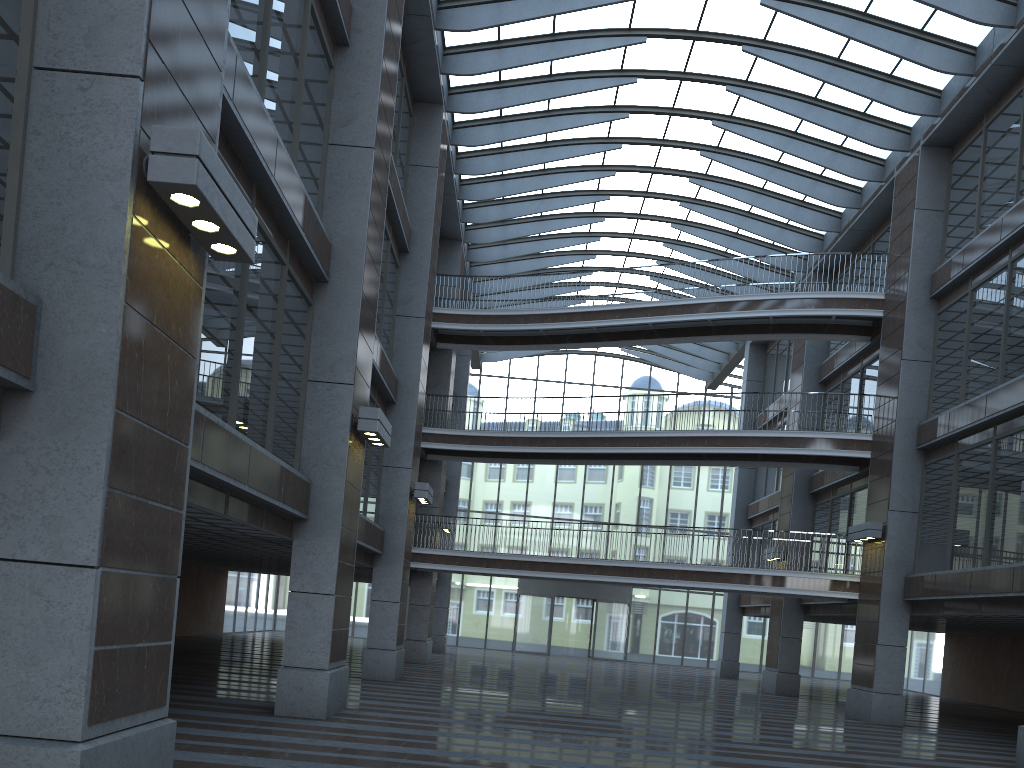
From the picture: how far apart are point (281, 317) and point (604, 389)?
33.8m
